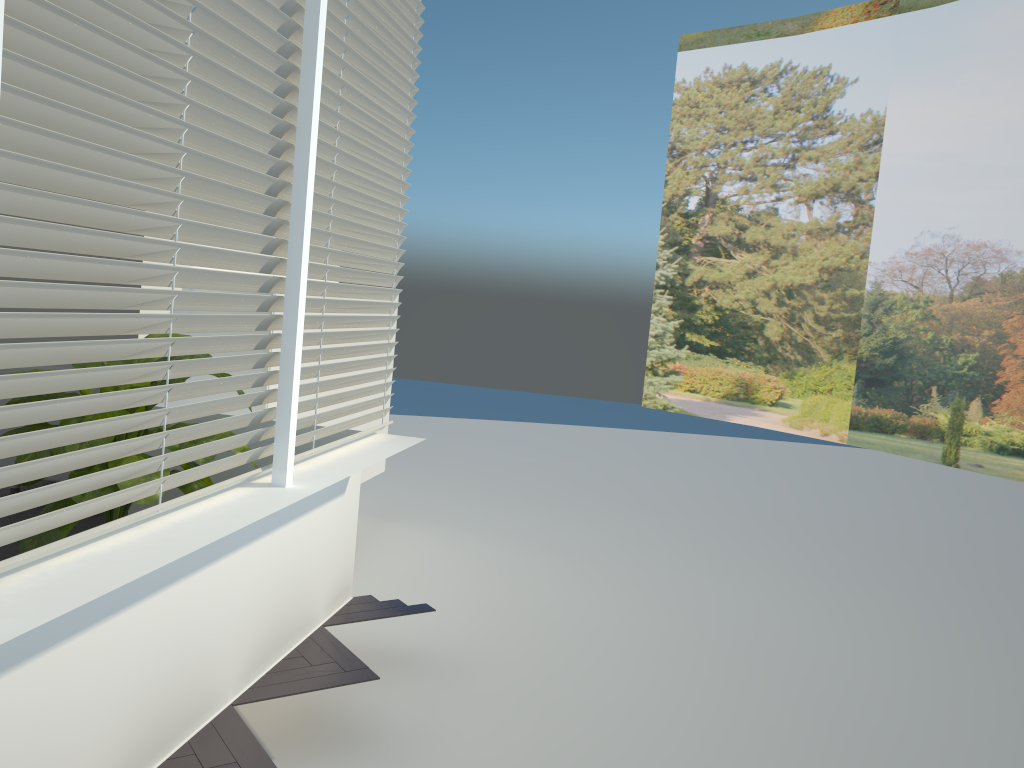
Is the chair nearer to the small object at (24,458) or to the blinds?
the small object at (24,458)

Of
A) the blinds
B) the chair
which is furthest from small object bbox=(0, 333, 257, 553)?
the chair

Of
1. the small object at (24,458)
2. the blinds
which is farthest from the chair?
the blinds

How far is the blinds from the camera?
1.8m

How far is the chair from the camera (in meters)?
→ 5.51

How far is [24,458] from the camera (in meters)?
3.01

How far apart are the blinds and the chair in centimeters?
268cm

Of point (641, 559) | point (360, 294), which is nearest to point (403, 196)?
point (360, 294)

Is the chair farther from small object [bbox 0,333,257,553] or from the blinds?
the blinds

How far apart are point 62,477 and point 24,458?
2.77m
